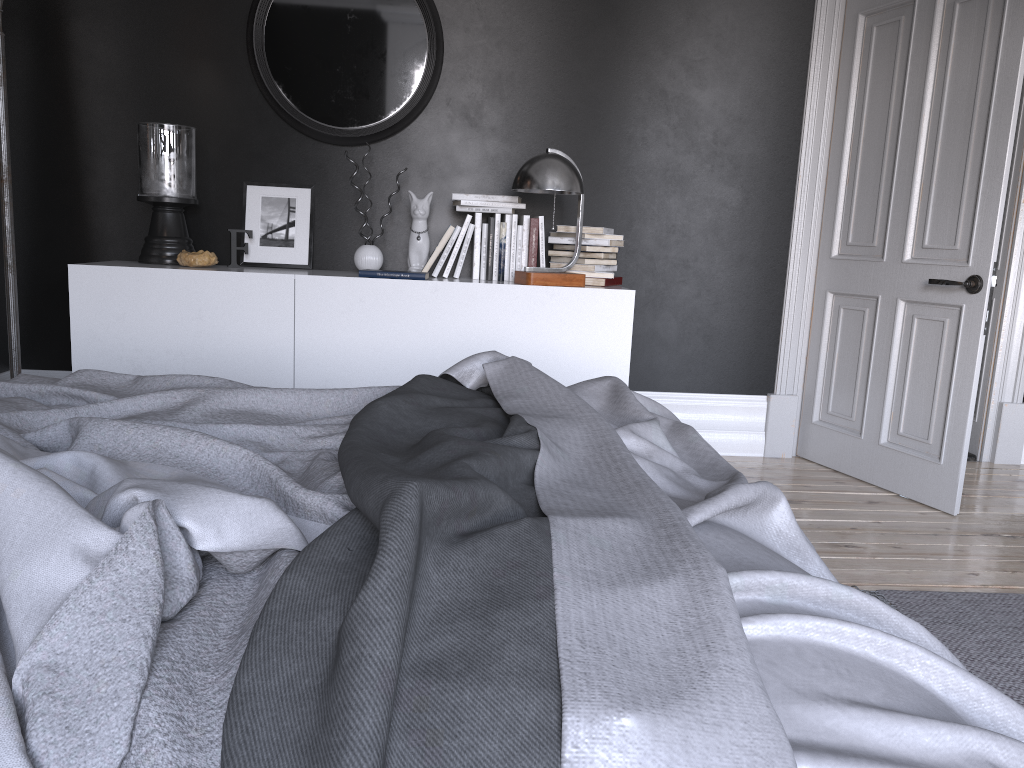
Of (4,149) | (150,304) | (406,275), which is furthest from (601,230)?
(4,149)

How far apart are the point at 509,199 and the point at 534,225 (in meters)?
0.17

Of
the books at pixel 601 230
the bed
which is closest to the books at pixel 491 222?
the books at pixel 601 230

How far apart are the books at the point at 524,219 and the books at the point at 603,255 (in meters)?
0.19

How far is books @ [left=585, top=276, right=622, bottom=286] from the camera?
4.1m

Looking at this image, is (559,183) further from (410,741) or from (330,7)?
(410,741)

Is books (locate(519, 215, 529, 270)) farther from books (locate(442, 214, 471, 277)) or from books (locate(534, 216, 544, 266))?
books (locate(442, 214, 471, 277))

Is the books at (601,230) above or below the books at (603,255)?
above

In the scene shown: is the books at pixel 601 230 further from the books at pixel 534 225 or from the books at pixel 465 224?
the books at pixel 465 224

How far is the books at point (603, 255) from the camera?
4.1m
